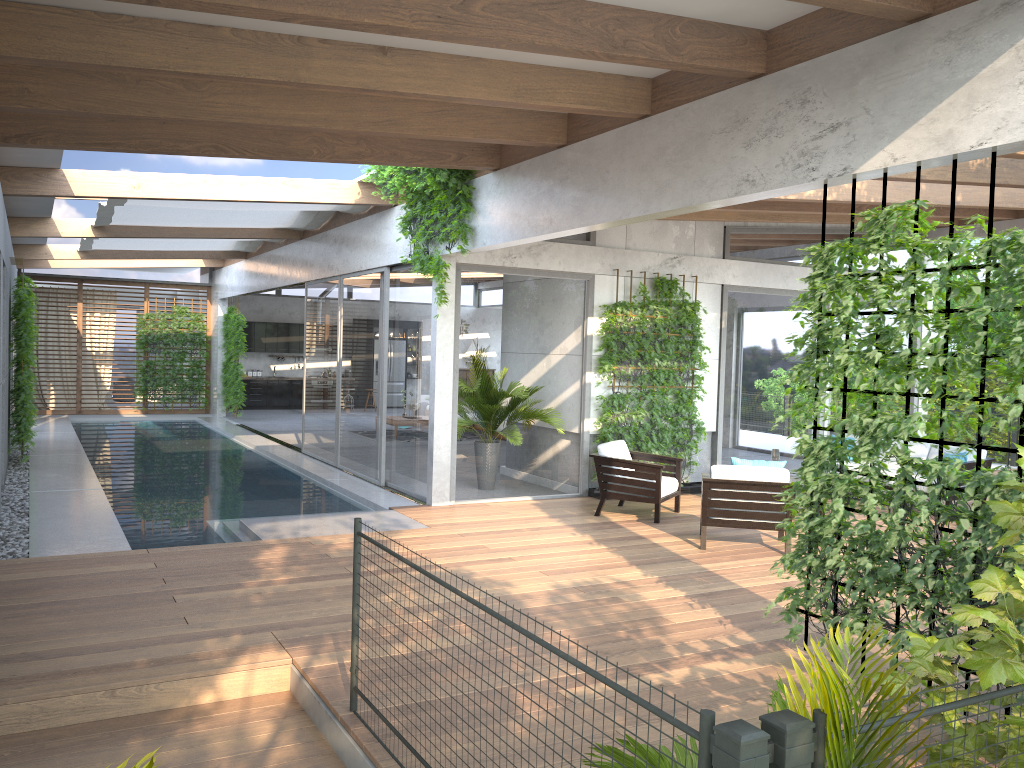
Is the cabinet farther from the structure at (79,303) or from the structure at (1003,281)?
the structure at (1003,281)

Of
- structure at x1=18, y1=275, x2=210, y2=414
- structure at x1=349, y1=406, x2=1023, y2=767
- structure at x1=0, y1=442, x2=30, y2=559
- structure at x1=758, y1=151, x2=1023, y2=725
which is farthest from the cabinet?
structure at x1=758, y1=151, x2=1023, y2=725

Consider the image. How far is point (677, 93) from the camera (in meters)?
6.05

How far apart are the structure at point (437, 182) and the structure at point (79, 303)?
12.9m

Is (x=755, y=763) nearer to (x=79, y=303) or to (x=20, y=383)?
(x=20, y=383)

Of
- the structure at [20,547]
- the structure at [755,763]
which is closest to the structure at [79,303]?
the structure at [20,547]

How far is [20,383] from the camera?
11.4m

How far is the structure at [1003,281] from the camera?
4.1 meters

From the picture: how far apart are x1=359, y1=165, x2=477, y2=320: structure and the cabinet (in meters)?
14.23

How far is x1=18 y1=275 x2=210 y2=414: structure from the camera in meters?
20.0 m
